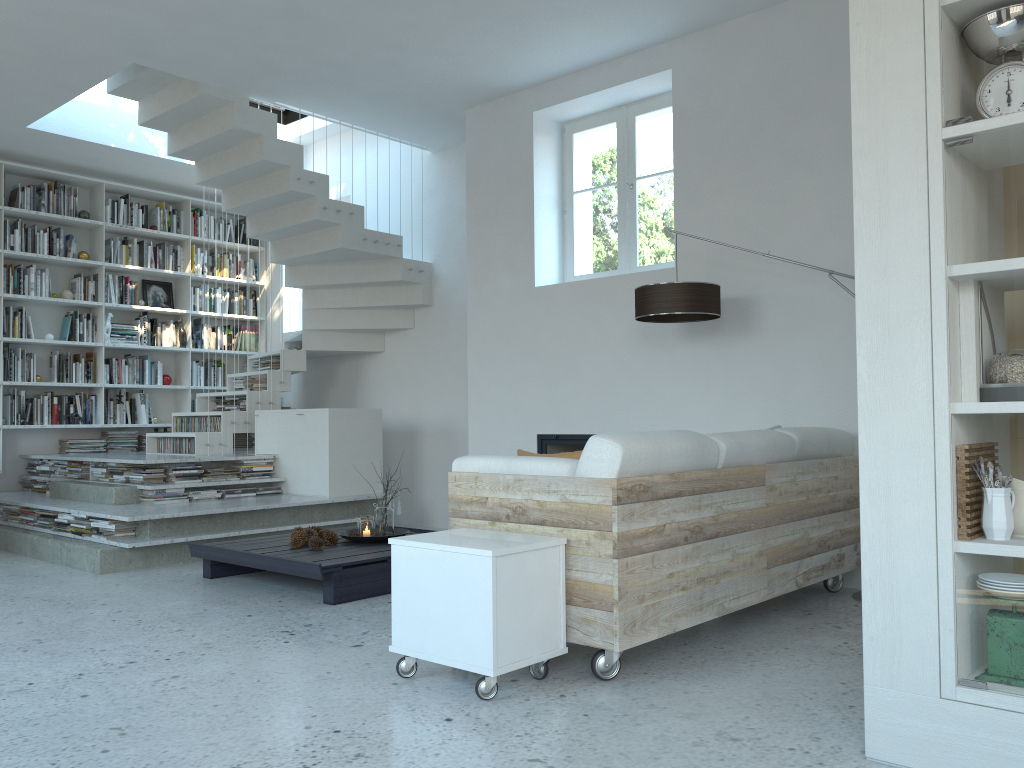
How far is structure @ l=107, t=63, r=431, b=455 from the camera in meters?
6.4

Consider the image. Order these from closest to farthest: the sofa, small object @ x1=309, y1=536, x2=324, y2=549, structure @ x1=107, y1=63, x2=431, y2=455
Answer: the sofa, small object @ x1=309, y1=536, x2=324, y2=549, structure @ x1=107, y1=63, x2=431, y2=455

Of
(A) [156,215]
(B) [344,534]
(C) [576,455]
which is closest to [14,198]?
(A) [156,215]

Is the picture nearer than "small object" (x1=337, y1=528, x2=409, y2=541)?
No

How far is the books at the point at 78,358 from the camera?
8.0m

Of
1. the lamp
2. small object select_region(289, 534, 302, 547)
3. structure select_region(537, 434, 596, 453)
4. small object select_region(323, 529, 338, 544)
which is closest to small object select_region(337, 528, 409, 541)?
small object select_region(323, 529, 338, 544)

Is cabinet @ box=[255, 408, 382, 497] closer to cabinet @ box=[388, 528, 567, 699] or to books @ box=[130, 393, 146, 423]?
books @ box=[130, 393, 146, 423]

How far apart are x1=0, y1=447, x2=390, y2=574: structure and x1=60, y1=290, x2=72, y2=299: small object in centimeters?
166cm

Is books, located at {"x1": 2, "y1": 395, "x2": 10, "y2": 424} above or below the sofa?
above

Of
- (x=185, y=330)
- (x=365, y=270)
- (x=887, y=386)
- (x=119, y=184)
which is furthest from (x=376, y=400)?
(x=887, y=386)
